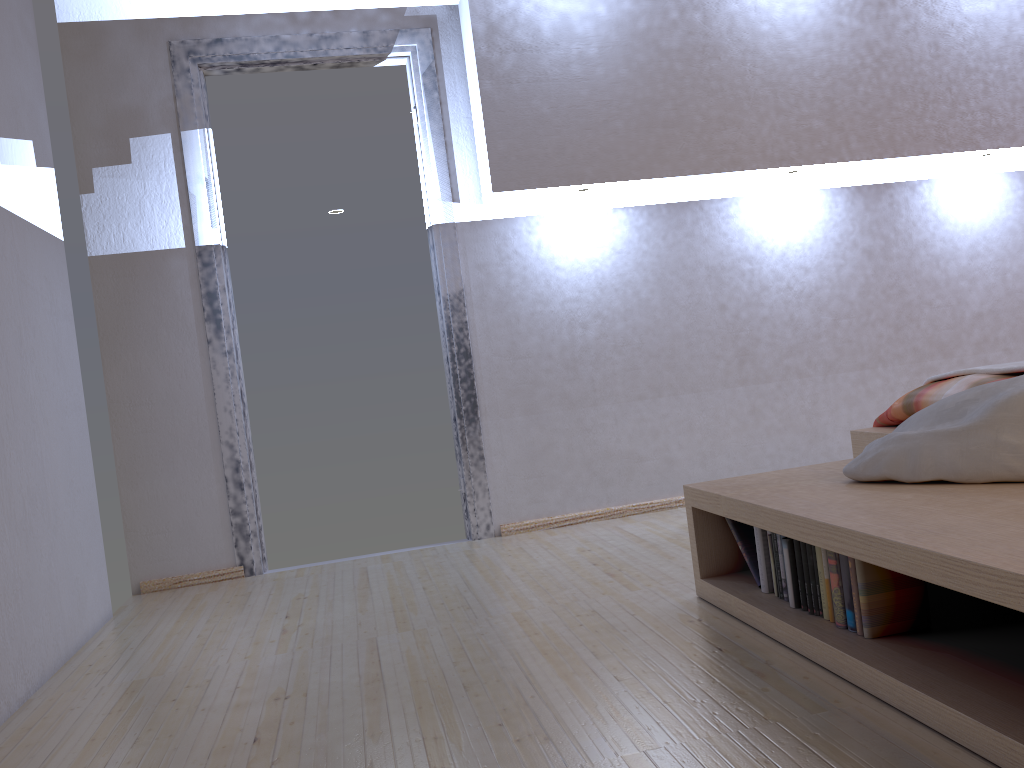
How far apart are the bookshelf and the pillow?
0.01m

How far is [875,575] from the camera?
1.75m

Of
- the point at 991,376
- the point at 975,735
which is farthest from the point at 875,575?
the point at 991,376

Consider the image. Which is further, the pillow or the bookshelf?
the pillow

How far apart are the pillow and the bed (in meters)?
0.31

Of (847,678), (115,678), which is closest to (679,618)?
(847,678)

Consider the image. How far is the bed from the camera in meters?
2.4 m

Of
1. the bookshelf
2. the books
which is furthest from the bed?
the books

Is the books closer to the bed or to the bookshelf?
the bookshelf

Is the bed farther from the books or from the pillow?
the books
